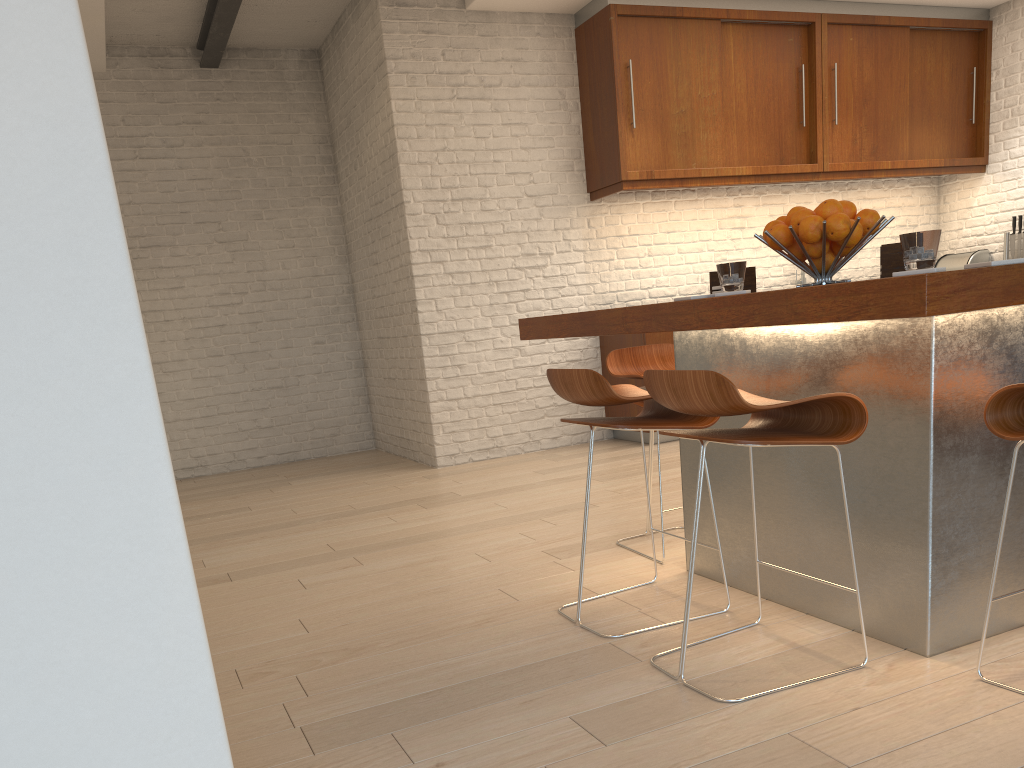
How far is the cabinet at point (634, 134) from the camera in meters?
6.0 m

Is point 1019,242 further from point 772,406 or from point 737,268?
point 772,406

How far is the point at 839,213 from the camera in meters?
2.4

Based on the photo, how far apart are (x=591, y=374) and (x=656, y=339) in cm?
357

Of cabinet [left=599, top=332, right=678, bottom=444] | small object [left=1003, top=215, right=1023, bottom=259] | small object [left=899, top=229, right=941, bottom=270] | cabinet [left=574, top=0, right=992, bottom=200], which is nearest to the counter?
small object [left=899, top=229, right=941, bottom=270]

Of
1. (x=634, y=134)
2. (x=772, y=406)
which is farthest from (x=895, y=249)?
(x=634, y=134)

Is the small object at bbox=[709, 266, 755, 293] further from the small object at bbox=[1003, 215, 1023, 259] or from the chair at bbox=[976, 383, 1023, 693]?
the small object at bbox=[1003, 215, 1023, 259]

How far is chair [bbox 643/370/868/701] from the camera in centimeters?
193cm

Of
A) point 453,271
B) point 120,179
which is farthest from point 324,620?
point 120,179

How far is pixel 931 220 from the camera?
7.60m
